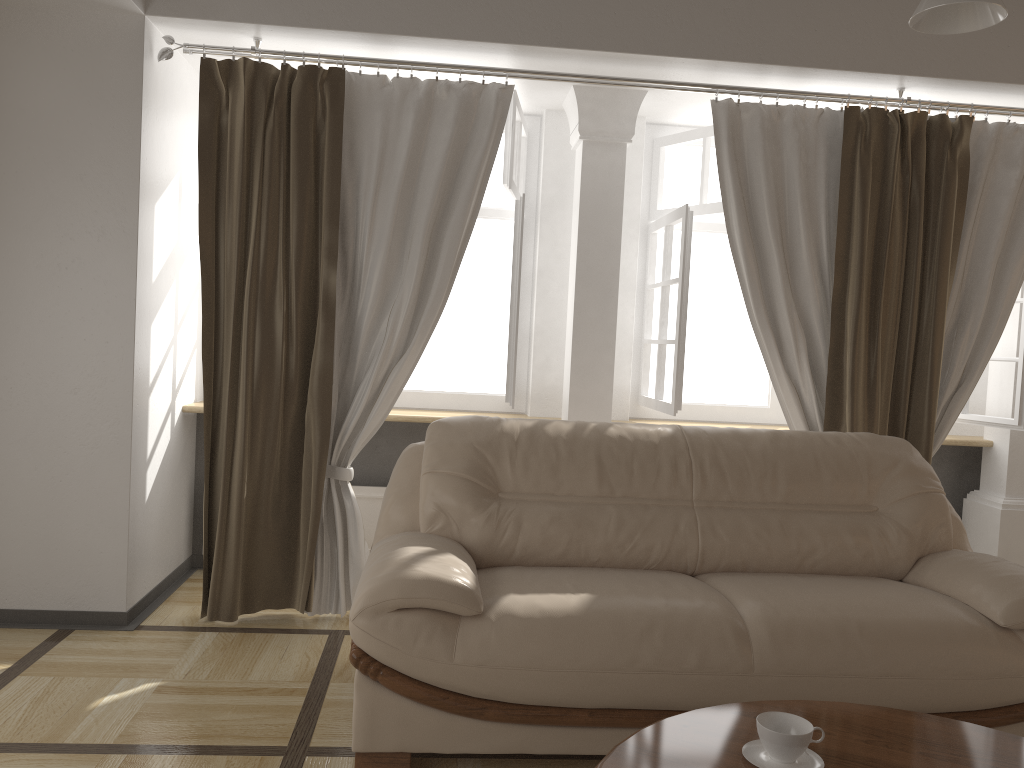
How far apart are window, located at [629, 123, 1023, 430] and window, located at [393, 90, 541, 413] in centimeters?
56cm

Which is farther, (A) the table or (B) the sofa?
(B) the sofa

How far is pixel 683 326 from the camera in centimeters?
385cm

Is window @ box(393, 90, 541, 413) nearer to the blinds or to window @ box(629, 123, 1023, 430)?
the blinds

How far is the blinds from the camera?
3.46m

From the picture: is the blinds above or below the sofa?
above

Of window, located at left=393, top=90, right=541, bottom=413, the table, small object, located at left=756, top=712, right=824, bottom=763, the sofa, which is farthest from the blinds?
small object, located at left=756, top=712, right=824, bottom=763

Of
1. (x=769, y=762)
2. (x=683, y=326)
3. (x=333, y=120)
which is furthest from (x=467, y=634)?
(x=333, y=120)

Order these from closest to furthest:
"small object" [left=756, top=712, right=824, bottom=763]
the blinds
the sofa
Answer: "small object" [left=756, top=712, right=824, bottom=763] → the sofa → the blinds

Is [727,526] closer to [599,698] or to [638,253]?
[599,698]
